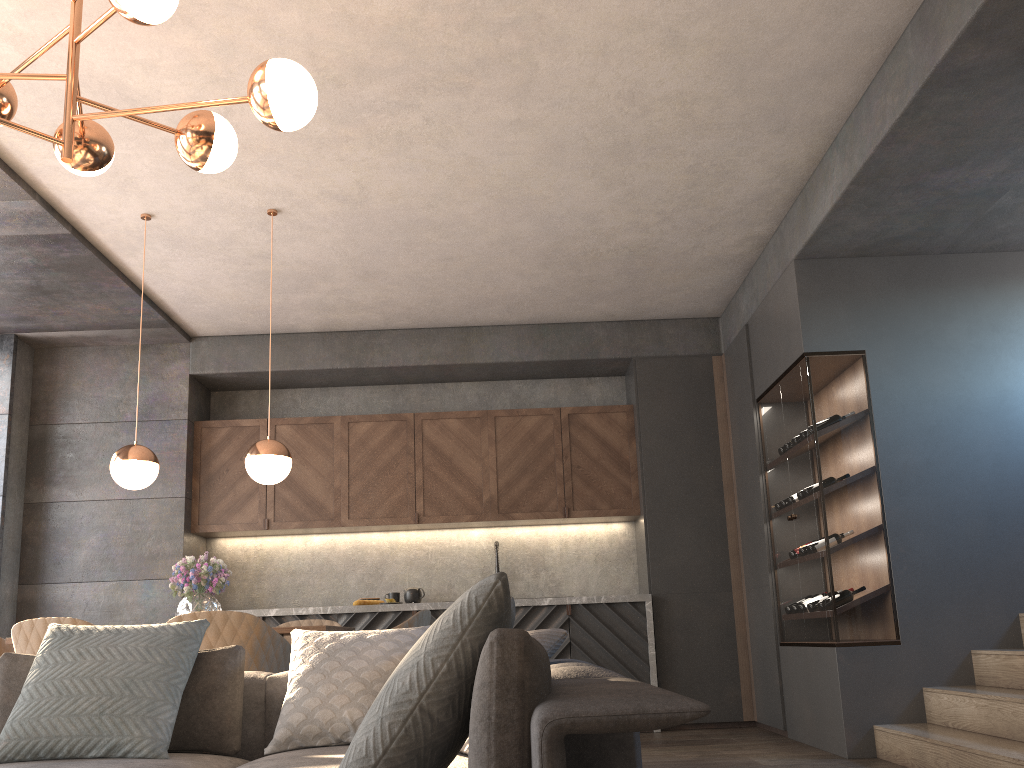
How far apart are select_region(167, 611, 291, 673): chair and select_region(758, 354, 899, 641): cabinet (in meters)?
2.77

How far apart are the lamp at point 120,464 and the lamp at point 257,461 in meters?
0.5

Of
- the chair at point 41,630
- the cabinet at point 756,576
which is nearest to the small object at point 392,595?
the cabinet at point 756,576

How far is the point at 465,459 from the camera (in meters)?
6.73

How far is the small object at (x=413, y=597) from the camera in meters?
6.5

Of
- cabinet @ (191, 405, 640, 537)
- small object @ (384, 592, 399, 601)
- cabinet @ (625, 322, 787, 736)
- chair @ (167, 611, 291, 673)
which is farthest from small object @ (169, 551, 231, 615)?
cabinet @ (625, 322, 787, 736)

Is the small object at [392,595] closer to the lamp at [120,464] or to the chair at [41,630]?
the lamp at [120,464]

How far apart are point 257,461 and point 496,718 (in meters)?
3.44

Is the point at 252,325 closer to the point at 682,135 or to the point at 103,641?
the point at 682,135

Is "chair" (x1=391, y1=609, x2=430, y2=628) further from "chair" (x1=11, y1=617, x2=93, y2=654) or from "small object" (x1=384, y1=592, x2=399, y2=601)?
"small object" (x1=384, y1=592, x2=399, y2=601)
